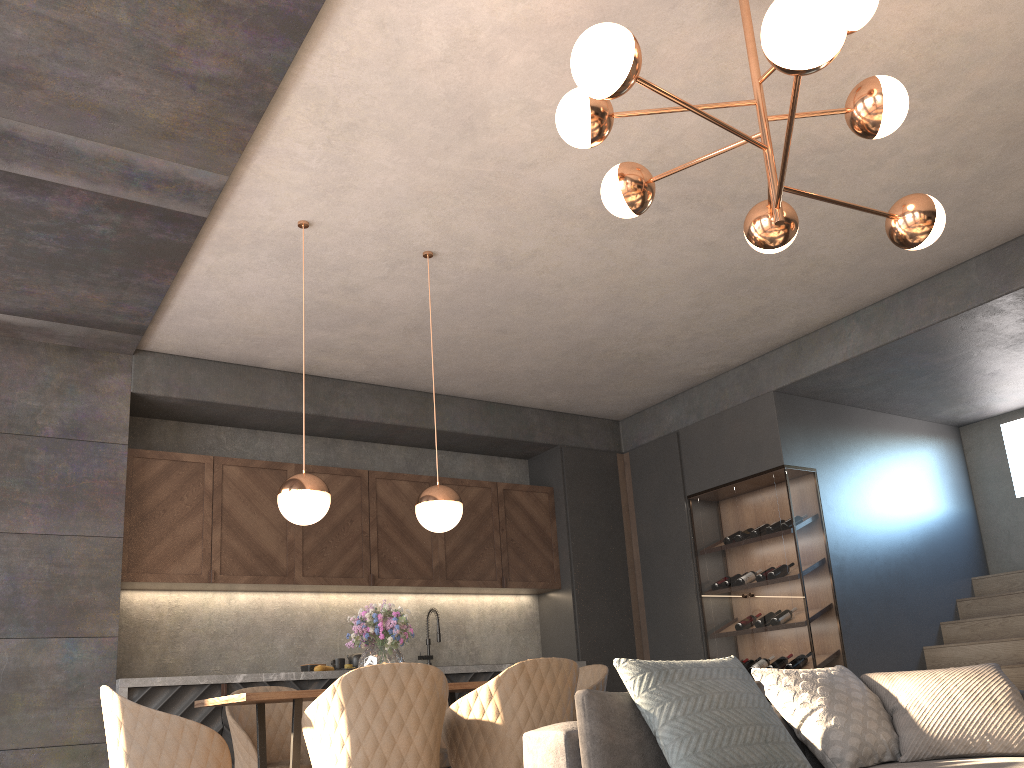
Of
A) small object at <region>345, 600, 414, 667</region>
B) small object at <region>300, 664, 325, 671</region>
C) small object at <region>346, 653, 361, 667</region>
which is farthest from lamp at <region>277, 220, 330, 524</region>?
small object at <region>346, 653, 361, 667</region>

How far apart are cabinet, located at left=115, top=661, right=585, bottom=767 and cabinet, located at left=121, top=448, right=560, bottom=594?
0.6 meters

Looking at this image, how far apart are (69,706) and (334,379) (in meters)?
2.68

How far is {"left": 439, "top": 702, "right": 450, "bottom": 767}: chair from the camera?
4.3m

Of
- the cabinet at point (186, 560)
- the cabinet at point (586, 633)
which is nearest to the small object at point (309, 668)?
the cabinet at point (186, 560)

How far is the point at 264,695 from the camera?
3.3 meters

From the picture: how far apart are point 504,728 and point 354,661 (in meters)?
3.04

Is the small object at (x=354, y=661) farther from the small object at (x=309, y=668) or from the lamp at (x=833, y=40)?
the lamp at (x=833, y=40)

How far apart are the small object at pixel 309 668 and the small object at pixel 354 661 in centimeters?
31cm

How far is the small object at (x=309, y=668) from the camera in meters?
5.9
